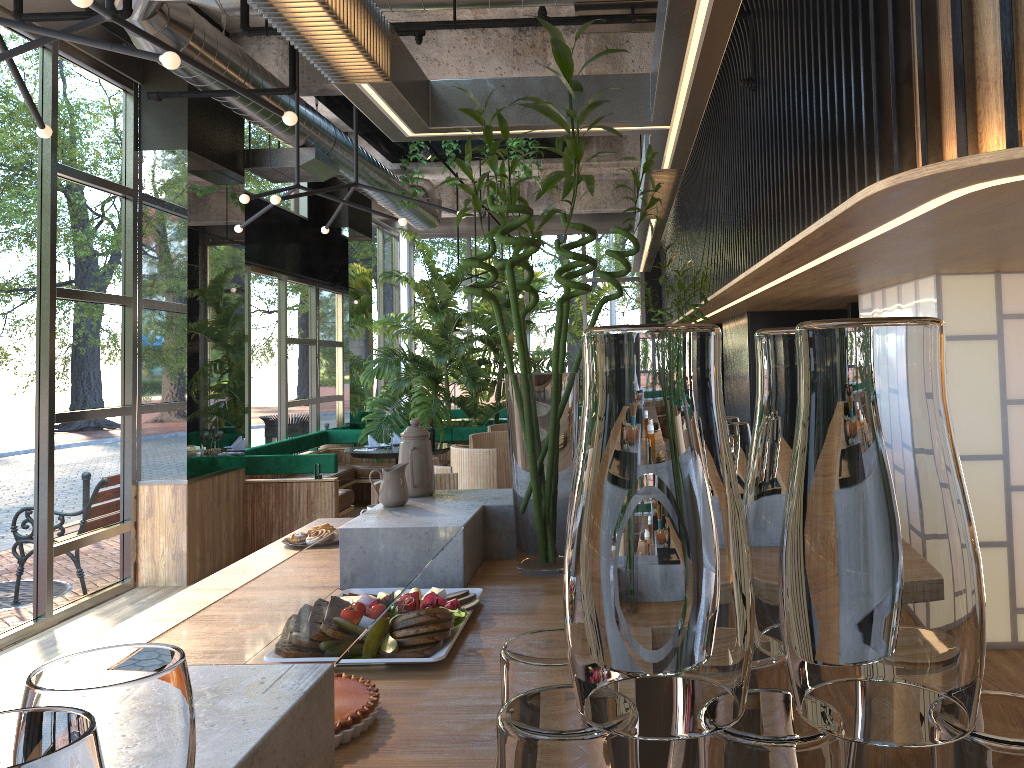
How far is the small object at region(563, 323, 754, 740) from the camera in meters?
0.5

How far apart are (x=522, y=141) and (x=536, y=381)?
7.2m

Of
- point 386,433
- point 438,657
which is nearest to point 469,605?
point 438,657

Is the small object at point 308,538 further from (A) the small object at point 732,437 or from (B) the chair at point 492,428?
(B) the chair at point 492,428

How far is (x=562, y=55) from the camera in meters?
2.4

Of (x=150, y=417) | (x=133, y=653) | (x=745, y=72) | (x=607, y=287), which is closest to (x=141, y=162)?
(x=150, y=417)

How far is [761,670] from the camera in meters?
0.6 m

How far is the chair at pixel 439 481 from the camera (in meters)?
3.93

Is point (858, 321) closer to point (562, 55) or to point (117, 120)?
point (562, 55)

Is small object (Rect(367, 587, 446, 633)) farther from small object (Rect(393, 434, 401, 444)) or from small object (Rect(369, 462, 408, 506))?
small object (Rect(393, 434, 401, 444))
